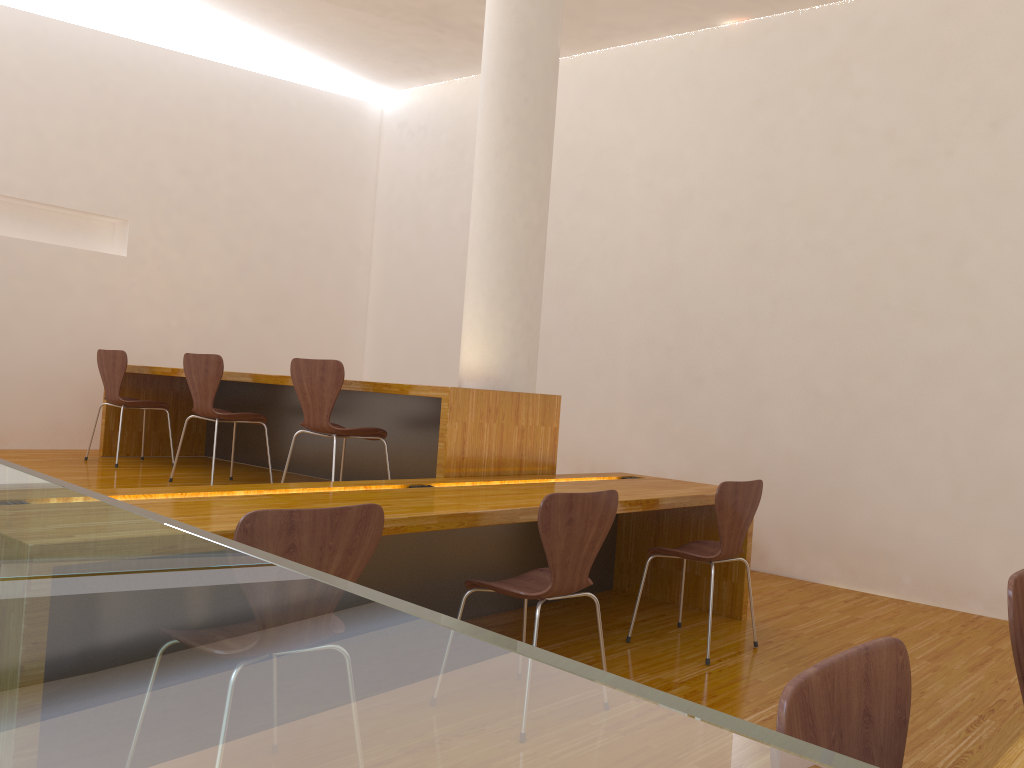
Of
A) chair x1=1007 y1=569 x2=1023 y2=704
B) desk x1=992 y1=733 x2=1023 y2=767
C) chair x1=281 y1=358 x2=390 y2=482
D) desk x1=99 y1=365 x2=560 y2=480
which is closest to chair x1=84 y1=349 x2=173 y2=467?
desk x1=99 y1=365 x2=560 y2=480

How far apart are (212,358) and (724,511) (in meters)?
2.67

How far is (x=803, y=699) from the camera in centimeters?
91cm

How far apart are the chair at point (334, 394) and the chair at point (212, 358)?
0.6 meters

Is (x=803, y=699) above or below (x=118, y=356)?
below

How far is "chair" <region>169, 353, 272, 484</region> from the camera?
4.52m

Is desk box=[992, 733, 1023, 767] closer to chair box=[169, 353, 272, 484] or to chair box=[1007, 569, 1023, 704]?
chair box=[1007, 569, 1023, 704]

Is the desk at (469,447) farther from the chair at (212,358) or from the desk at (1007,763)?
the desk at (1007,763)

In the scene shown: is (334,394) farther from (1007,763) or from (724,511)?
(1007,763)

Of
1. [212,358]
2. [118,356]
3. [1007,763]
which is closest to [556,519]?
[1007,763]
